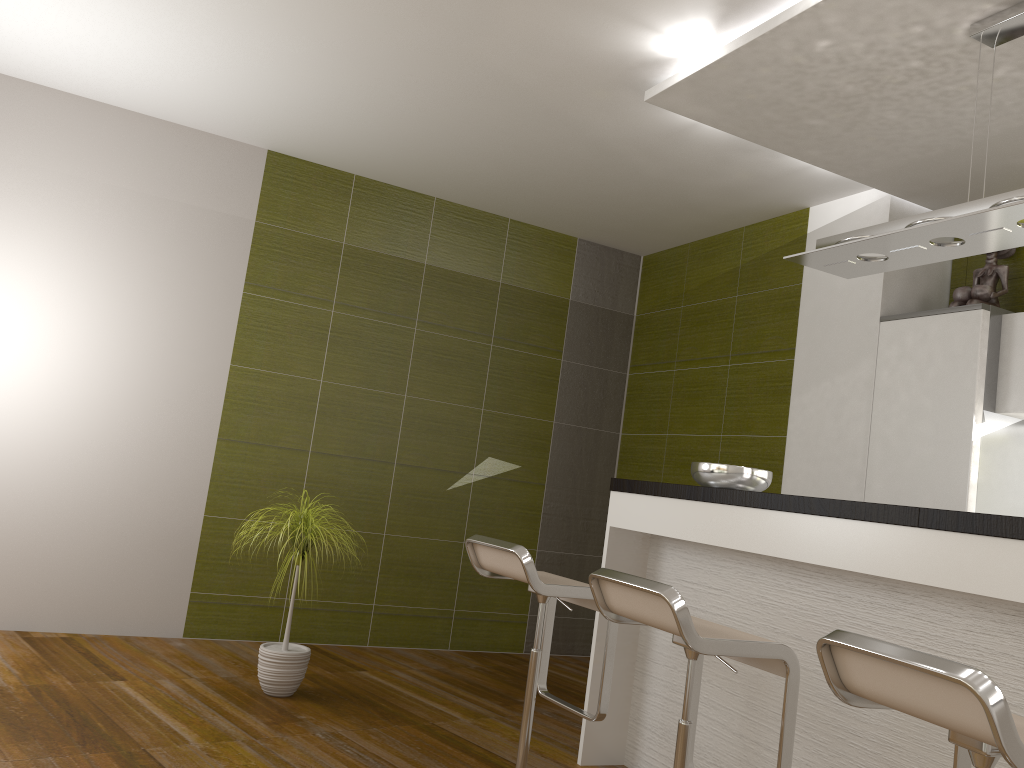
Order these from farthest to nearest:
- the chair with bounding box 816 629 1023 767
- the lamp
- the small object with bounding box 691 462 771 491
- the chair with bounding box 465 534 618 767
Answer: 1. the small object with bounding box 691 462 771 491
2. the chair with bounding box 465 534 618 767
3. the lamp
4. the chair with bounding box 816 629 1023 767

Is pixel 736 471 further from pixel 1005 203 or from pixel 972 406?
pixel 1005 203

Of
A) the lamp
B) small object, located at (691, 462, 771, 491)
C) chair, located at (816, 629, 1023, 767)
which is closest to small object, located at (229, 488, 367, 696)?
small object, located at (691, 462, 771, 491)

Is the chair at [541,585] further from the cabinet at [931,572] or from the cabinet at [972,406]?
the cabinet at [972,406]

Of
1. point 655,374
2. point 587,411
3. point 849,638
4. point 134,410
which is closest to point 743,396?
point 655,374

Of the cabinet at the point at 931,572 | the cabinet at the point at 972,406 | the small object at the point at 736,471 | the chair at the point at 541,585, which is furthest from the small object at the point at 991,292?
the chair at the point at 541,585

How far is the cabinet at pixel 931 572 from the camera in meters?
2.3

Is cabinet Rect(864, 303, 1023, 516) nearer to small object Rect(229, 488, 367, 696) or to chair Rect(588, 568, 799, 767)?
chair Rect(588, 568, 799, 767)

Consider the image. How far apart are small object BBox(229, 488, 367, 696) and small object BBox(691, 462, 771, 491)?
1.6m

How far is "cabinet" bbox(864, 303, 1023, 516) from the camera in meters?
3.7
